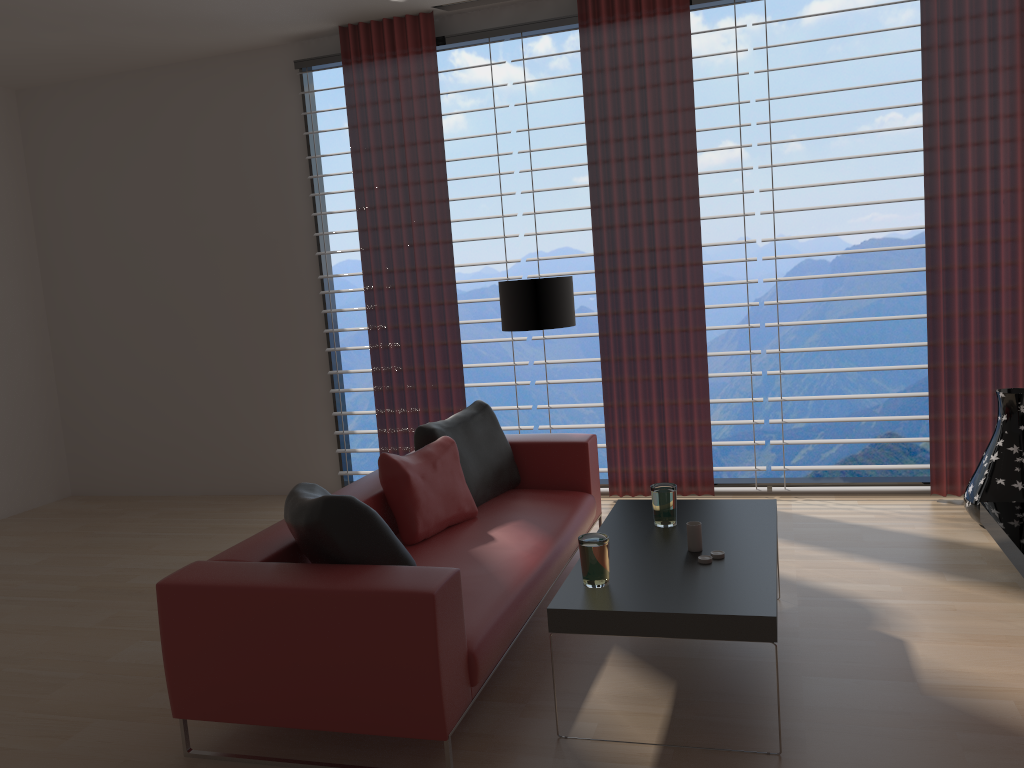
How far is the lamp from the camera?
6.5 meters

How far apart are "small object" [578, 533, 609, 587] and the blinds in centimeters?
350cm

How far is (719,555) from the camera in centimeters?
412cm

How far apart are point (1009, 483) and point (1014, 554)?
1.2 meters

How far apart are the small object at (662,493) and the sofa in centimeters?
62cm

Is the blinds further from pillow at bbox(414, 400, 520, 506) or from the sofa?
pillow at bbox(414, 400, 520, 506)

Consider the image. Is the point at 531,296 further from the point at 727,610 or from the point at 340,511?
the point at 727,610

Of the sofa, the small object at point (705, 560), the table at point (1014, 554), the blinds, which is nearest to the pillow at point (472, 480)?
the sofa

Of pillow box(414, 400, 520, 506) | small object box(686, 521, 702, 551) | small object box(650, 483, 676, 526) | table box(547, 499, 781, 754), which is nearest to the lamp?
pillow box(414, 400, 520, 506)

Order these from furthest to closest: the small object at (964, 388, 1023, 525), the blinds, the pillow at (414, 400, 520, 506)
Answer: the blinds
the small object at (964, 388, 1023, 525)
the pillow at (414, 400, 520, 506)
